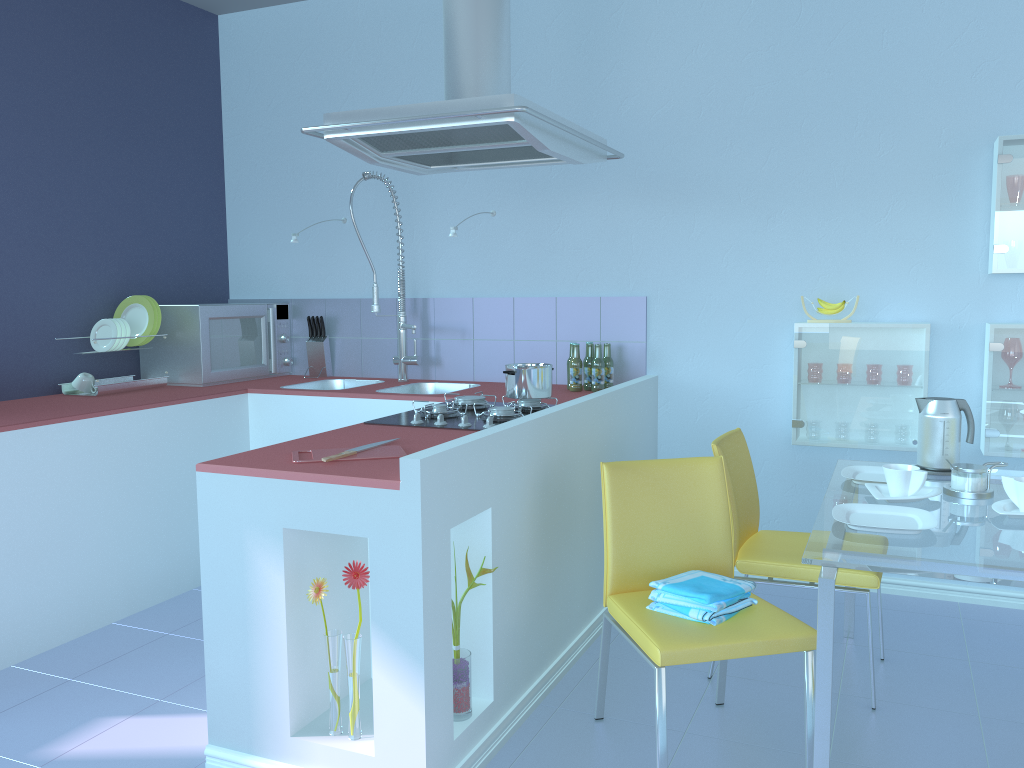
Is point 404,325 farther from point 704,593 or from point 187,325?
point 704,593

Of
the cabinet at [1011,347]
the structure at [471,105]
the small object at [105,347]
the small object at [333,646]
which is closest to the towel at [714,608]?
the small object at [333,646]

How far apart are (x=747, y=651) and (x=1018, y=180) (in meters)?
1.96

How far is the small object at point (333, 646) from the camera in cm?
201

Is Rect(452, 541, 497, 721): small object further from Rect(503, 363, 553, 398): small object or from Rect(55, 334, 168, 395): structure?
Rect(55, 334, 168, 395): structure

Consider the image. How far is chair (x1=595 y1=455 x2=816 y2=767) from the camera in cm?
194

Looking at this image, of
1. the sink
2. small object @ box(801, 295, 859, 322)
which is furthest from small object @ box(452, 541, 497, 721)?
the sink

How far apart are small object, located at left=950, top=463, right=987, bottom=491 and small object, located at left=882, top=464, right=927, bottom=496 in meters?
0.1 m

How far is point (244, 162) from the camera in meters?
4.3 m

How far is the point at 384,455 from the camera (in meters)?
2.12
